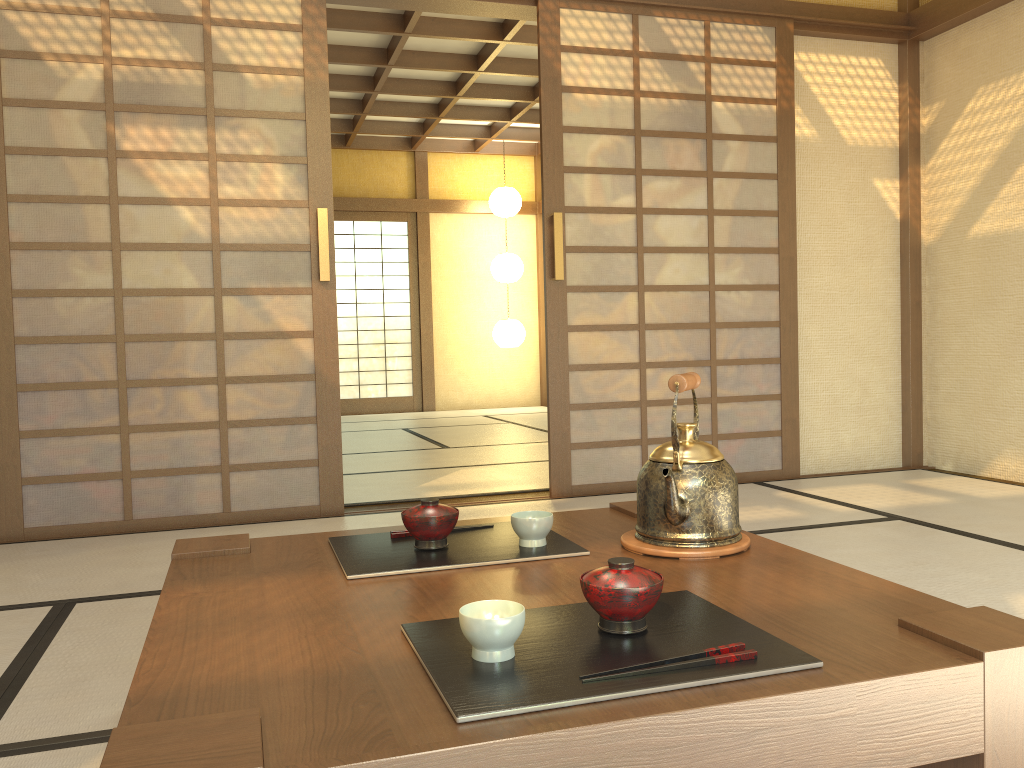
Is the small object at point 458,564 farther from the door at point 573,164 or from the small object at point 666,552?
the door at point 573,164

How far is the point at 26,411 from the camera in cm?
341

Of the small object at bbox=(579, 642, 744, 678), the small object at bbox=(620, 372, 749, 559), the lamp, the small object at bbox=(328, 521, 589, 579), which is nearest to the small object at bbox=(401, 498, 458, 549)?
the small object at bbox=(328, 521, 589, 579)

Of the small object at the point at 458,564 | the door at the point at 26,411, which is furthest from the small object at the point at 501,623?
the door at the point at 26,411

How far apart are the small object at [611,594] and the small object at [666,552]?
0.3m

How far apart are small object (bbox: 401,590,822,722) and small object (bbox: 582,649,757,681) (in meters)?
0.01

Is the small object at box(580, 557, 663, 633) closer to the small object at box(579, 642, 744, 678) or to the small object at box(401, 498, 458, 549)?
the small object at box(579, 642, 744, 678)

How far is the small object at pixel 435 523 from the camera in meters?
1.5

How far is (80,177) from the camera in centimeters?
344cm

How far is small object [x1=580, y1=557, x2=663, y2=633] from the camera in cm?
102
